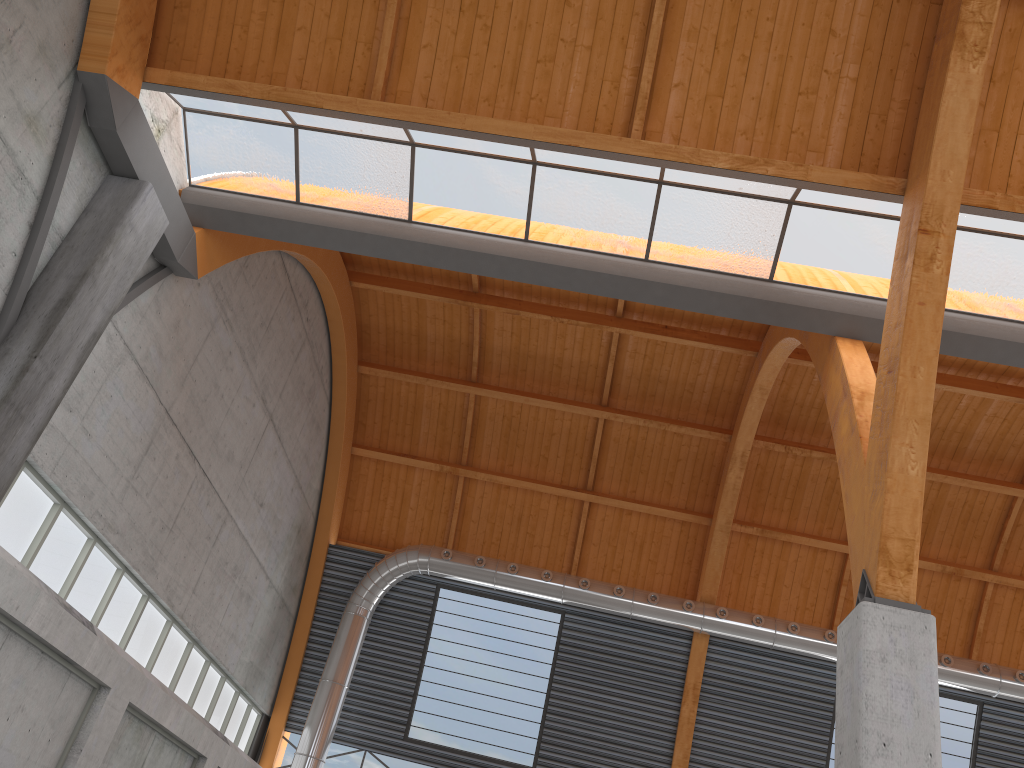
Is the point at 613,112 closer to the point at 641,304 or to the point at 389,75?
the point at 389,75
